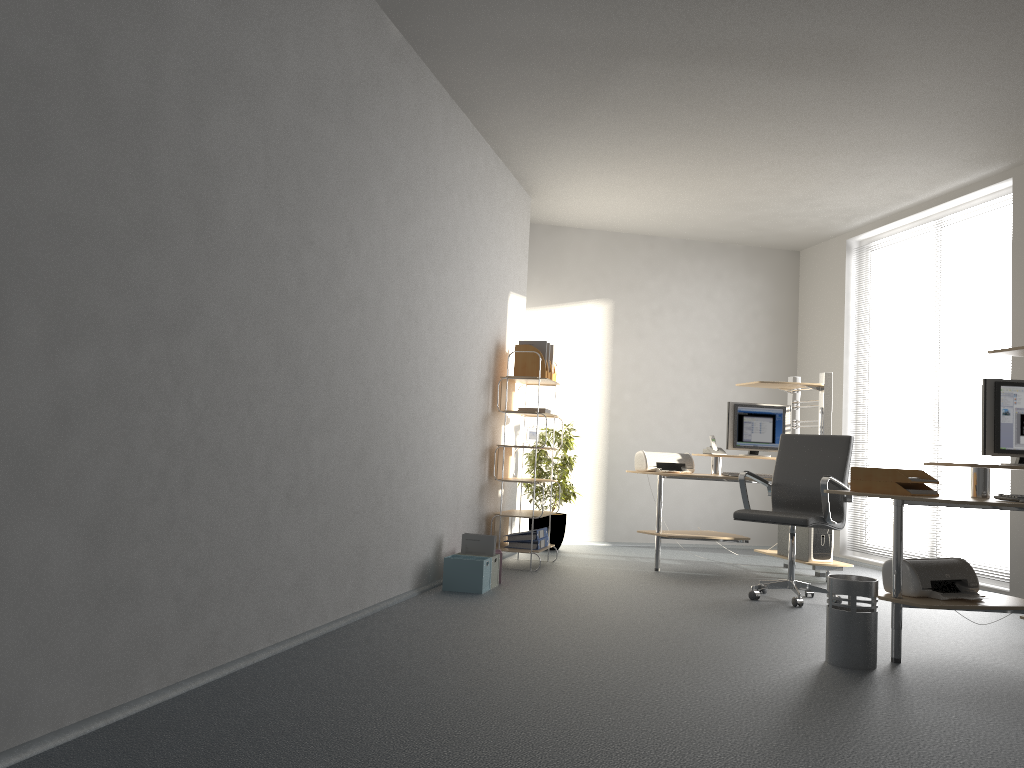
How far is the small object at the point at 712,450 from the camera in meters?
6.9 m

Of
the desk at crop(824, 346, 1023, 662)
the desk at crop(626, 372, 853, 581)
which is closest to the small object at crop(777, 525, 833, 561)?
the desk at crop(626, 372, 853, 581)

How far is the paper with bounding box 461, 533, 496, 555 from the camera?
5.49m

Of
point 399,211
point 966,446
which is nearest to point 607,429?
point 966,446

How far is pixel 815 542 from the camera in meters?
6.5

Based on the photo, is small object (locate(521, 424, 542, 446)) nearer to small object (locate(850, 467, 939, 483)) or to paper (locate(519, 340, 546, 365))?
paper (locate(519, 340, 546, 365))

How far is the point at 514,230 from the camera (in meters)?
7.04

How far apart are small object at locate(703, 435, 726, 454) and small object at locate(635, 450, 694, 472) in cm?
15

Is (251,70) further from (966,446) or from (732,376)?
(732,376)

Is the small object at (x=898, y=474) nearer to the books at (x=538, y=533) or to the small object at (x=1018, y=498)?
the small object at (x=1018, y=498)
